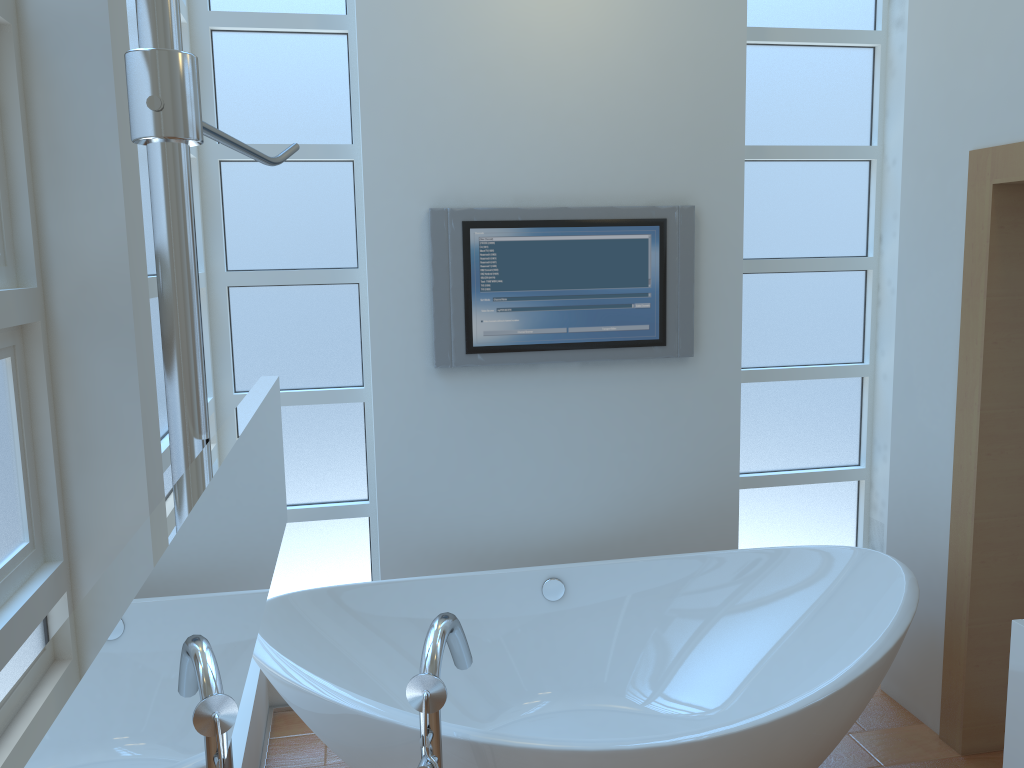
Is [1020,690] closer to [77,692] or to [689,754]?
[689,754]

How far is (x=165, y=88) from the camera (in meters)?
0.60

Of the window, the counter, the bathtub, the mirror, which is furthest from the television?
the mirror

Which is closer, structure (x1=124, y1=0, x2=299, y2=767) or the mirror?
the mirror

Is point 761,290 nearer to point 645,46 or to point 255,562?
point 645,46

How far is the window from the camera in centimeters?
280cm

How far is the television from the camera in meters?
2.9 m

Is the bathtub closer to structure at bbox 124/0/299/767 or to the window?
the window

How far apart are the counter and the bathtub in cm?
33

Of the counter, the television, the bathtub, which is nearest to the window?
the television
